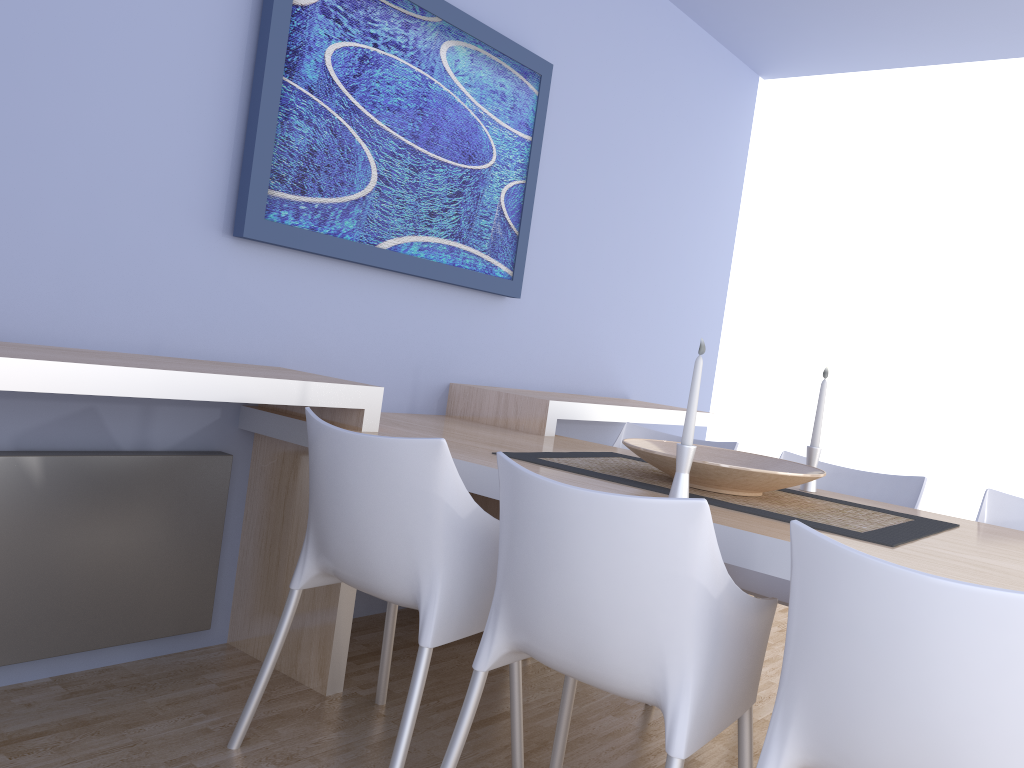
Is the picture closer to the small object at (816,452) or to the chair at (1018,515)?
the small object at (816,452)

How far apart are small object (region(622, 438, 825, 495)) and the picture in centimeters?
105cm

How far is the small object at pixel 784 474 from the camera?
2.0m

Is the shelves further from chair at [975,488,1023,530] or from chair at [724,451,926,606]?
chair at [975,488,1023,530]

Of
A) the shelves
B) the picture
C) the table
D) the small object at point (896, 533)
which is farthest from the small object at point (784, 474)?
the picture

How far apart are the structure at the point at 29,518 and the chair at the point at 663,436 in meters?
1.4 m

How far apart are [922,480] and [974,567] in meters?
1.1

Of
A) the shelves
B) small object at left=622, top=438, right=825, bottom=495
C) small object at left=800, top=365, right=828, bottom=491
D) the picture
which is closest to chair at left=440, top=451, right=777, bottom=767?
small object at left=622, top=438, right=825, bottom=495

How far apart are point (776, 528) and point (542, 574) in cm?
47

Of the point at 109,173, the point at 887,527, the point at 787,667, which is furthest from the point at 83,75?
the point at 887,527
